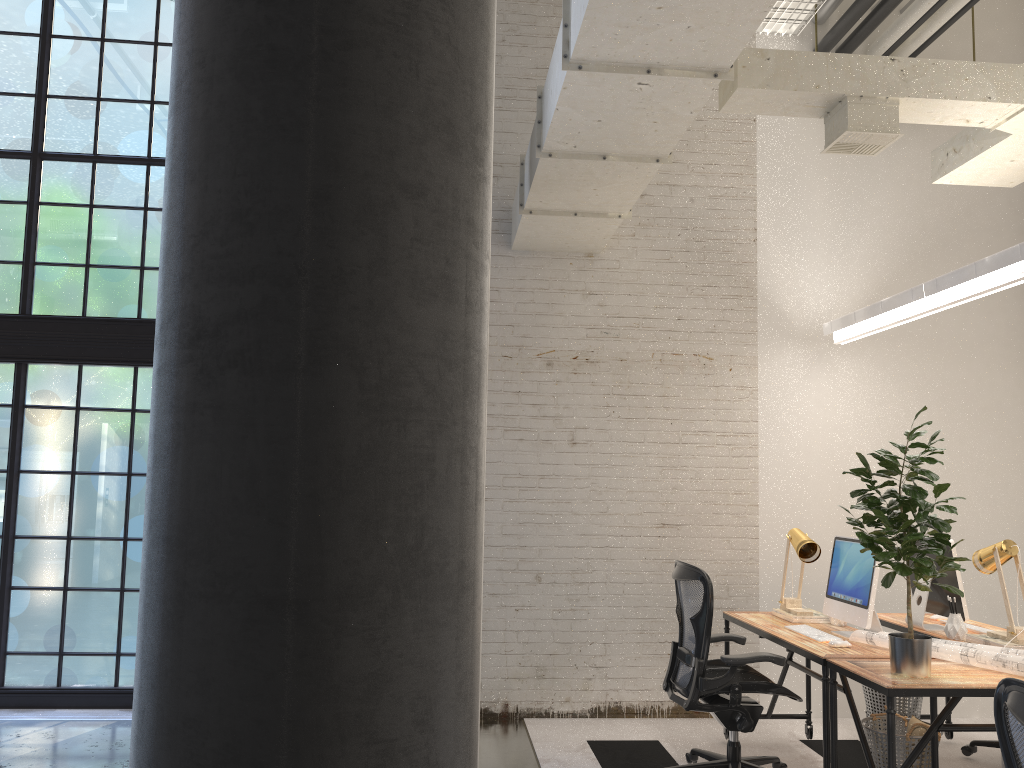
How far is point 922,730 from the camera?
4.0m

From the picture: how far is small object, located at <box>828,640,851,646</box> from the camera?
4.07m

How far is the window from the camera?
5.7 meters

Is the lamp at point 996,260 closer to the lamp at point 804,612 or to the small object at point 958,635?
the lamp at point 804,612

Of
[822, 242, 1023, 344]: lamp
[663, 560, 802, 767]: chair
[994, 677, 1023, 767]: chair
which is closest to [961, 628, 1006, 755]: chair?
[663, 560, 802, 767]: chair

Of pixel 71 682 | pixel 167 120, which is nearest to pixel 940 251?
pixel 167 120

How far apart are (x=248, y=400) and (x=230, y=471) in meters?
0.1

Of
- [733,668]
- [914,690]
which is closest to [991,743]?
[733,668]

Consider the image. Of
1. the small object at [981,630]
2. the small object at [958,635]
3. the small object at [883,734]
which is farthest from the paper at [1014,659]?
the small object at [981,630]

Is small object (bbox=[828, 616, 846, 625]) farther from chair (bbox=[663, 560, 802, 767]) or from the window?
the window
